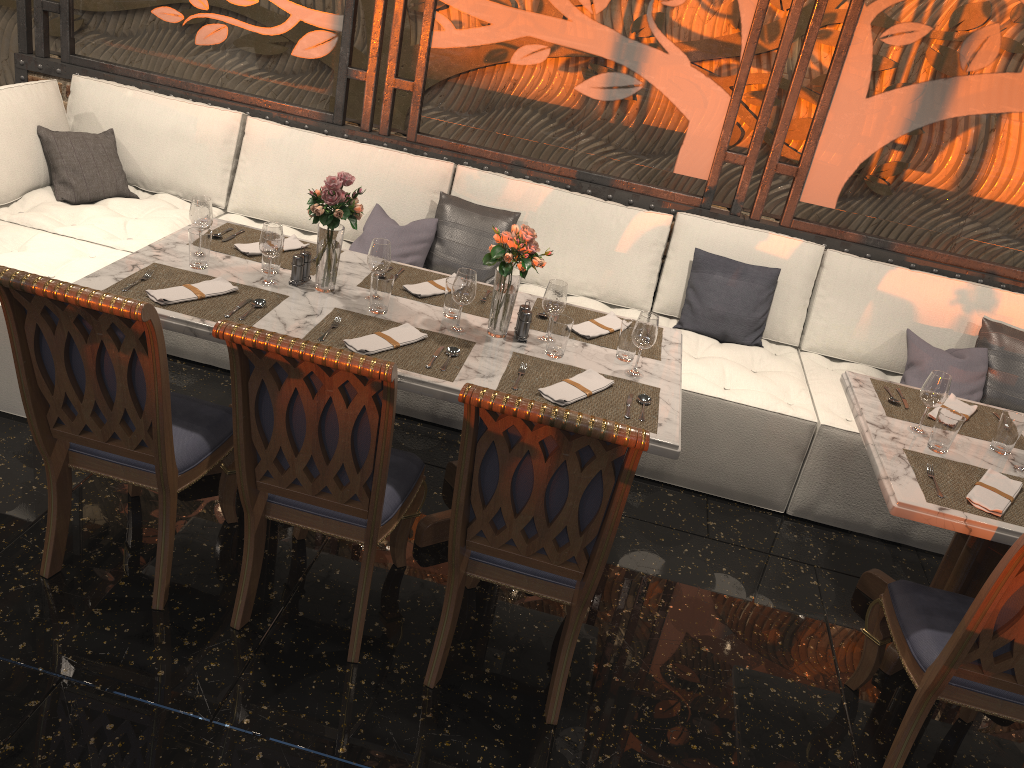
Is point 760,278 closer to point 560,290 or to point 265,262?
point 560,290

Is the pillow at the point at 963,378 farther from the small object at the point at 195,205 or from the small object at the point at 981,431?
the small object at the point at 195,205

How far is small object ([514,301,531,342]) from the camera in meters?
3.0 m

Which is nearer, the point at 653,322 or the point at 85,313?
the point at 85,313

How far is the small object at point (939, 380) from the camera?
2.8 meters

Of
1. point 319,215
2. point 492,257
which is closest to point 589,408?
point 492,257

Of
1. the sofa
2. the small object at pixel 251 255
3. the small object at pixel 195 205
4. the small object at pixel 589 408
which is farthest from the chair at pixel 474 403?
the small object at pixel 195 205

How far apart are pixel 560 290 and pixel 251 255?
1.2 meters

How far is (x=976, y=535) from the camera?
2.5 meters

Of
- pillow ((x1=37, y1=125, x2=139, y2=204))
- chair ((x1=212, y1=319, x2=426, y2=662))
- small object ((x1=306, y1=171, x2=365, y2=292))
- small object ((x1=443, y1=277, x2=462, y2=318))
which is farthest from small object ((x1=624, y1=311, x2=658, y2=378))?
pillow ((x1=37, y1=125, x2=139, y2=204))
